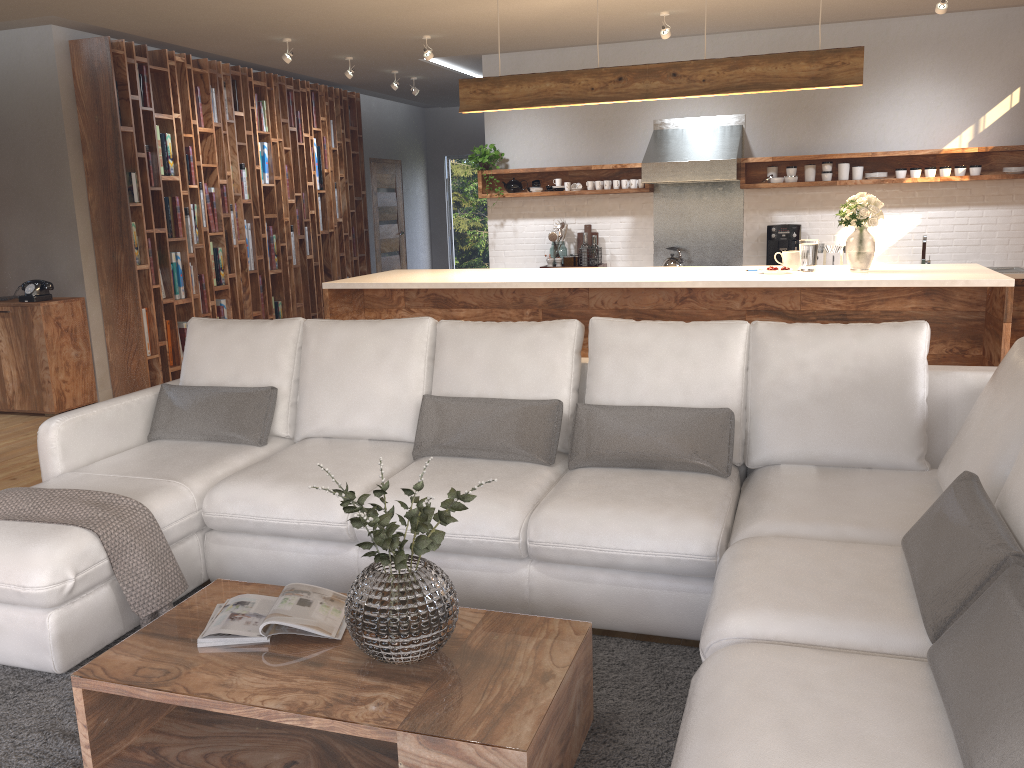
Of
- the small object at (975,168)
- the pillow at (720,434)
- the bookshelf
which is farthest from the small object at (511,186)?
the pillow at (720,434)

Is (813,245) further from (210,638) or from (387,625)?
(210,638)

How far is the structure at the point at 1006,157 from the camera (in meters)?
7.09

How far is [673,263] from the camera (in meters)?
7.86

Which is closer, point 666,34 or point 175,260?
point 666,34

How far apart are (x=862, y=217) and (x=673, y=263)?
2.90m

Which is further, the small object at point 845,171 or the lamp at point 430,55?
the small object at point 845,171

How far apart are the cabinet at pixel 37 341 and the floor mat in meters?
4.1

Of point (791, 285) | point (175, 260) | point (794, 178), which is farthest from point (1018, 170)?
point (175, 260)

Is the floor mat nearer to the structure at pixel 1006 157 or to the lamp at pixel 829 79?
the lamp at pixel 829 79
